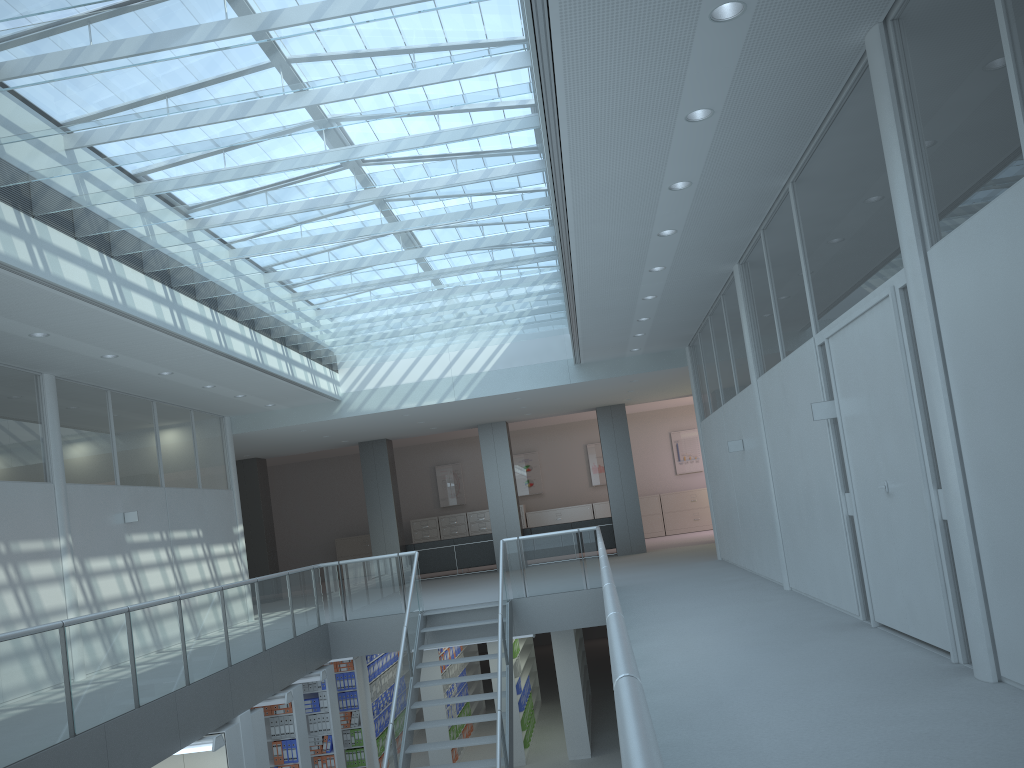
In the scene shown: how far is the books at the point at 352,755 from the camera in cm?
1143

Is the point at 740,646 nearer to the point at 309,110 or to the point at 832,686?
the point at 832,686

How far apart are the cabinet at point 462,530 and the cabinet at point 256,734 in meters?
13.4 m

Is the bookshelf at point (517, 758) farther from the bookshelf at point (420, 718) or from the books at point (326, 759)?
the books at point (326, 759)

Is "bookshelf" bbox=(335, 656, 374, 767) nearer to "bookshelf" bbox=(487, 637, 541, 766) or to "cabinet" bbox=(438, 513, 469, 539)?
"bookshelf" bbox=(487, 637, 541, 766)

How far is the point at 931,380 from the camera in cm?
404

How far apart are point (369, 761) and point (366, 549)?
10.7m

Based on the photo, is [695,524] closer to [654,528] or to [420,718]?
[654,528]

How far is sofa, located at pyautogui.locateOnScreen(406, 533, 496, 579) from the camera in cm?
1691

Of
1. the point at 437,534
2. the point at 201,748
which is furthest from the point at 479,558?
the point at 201,748
